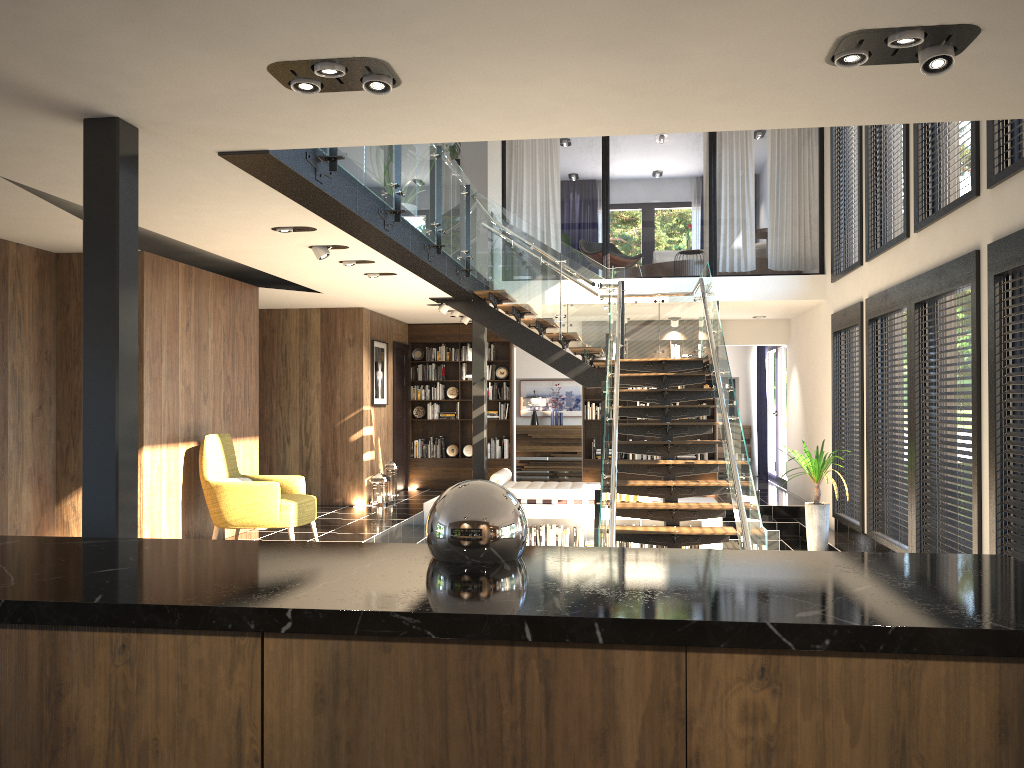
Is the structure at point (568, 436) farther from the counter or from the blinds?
the counter

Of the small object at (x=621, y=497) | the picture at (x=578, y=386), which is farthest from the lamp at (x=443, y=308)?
the picture at (x=578, y=386)

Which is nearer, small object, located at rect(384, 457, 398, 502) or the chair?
the chair

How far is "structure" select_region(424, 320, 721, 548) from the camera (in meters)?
11.22

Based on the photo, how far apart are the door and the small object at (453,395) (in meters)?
0.70

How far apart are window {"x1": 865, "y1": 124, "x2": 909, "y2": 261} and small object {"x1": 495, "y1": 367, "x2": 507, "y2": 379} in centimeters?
653cm

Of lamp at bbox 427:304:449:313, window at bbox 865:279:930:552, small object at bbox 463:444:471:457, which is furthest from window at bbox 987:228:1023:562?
small object at bbox 463:444:471:457

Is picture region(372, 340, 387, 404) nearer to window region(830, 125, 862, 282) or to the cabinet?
window region(830, 125, 862, 282)

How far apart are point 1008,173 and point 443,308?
7.2m

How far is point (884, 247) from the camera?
8.58m
